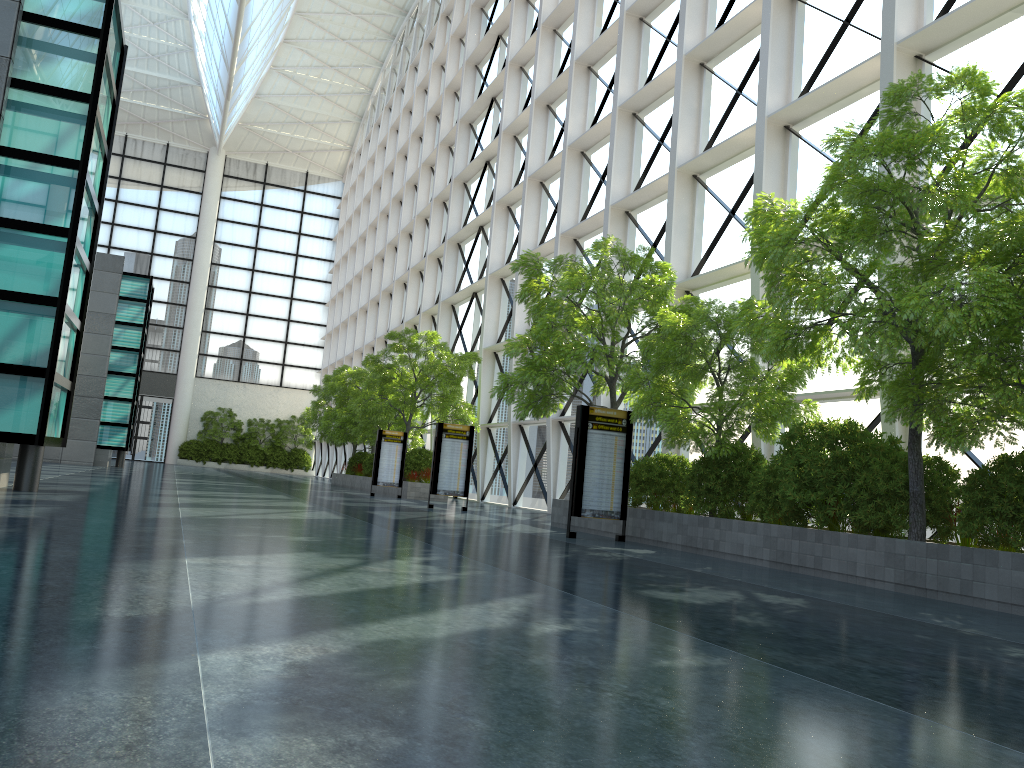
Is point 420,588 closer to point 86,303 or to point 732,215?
point 86,303
